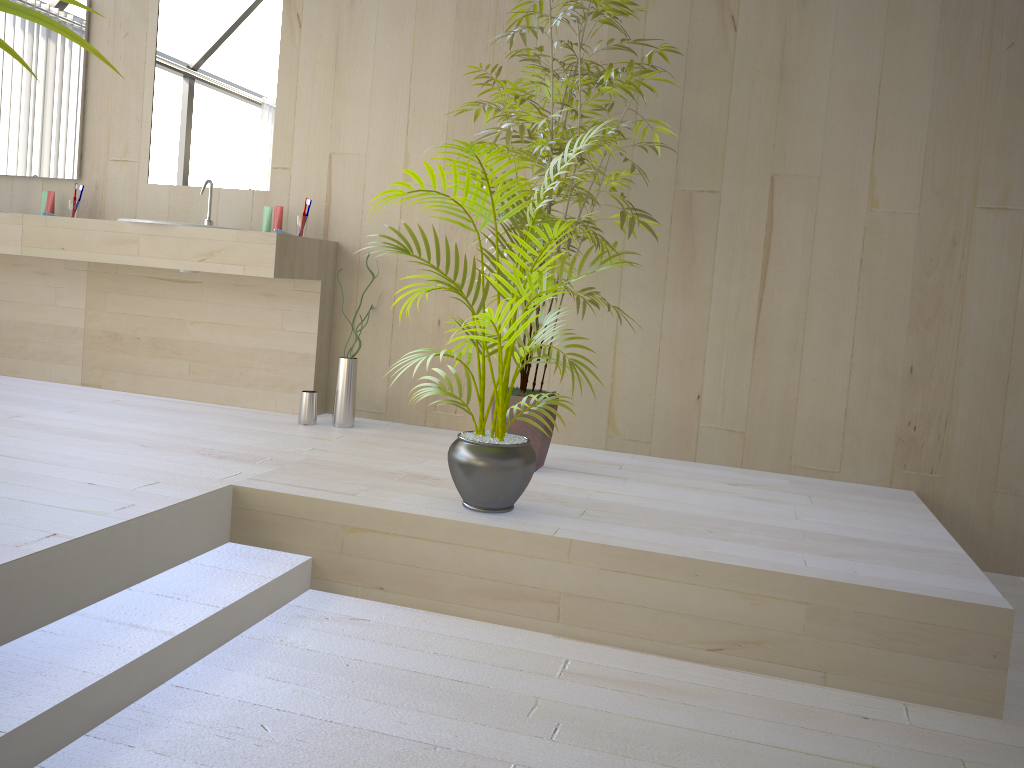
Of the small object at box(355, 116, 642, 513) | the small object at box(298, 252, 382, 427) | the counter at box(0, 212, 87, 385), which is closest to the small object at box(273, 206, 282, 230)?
the small object at box(298, 252, 382, 427)

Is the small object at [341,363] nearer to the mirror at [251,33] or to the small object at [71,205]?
the mirror at [251,33]

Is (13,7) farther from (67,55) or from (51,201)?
(67,55)

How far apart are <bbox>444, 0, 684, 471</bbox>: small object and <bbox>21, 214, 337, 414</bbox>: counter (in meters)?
0.86

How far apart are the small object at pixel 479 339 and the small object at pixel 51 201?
2.5m

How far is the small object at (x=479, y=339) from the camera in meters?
2.4

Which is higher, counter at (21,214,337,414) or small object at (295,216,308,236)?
small object at (295,216,308,236)

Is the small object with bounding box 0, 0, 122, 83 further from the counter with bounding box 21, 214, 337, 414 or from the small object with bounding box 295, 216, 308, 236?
the small object with bounding box 295, 216, 308, 236

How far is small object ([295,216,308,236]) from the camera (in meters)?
3.84

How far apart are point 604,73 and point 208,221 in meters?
2.0
